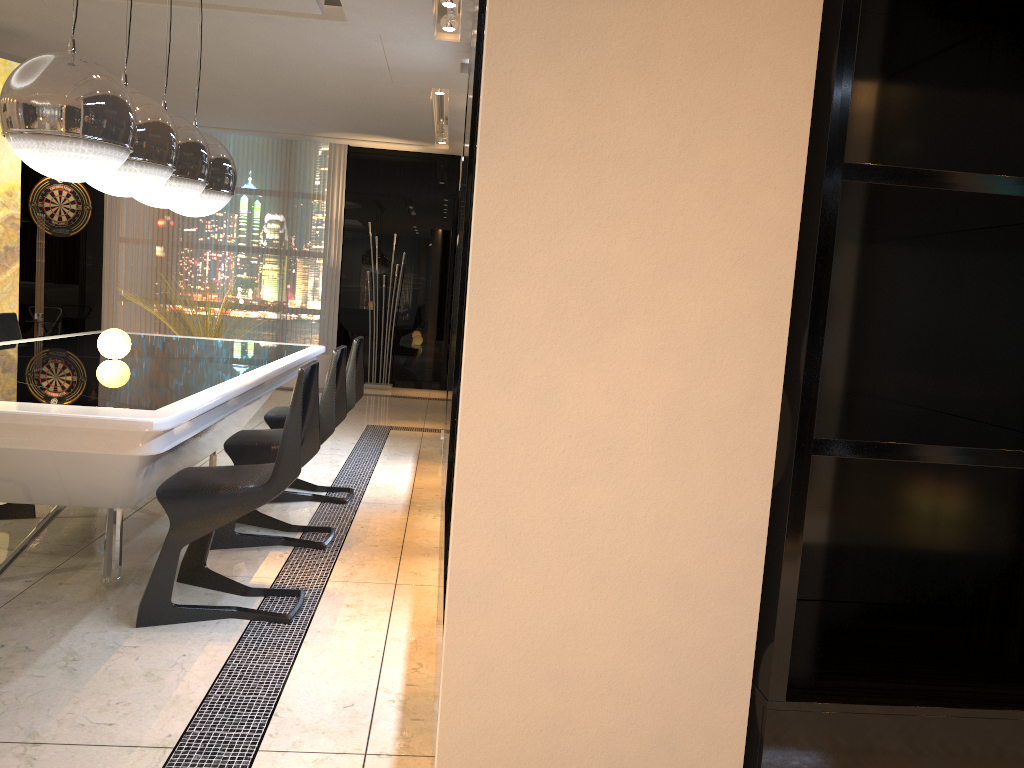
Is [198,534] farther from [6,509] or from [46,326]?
[46,326]

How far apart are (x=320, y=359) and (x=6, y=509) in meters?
5.4 m

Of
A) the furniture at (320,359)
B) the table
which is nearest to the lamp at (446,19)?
the table

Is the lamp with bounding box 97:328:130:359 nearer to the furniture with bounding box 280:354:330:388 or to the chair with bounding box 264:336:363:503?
the chair with bounding box 264:336:363:503

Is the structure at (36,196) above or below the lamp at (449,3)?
below

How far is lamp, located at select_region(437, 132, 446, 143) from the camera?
9.3 meters

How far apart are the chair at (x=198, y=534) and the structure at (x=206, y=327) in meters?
6.0 m

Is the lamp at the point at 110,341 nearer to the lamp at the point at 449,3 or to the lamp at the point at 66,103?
the lamp at the point at 66,103

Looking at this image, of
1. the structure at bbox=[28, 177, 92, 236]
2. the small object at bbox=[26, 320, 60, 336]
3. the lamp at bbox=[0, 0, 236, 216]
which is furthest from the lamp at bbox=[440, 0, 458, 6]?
the small object at bbox=[26, 320, 60, 336]

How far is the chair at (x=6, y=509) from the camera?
3.88m
